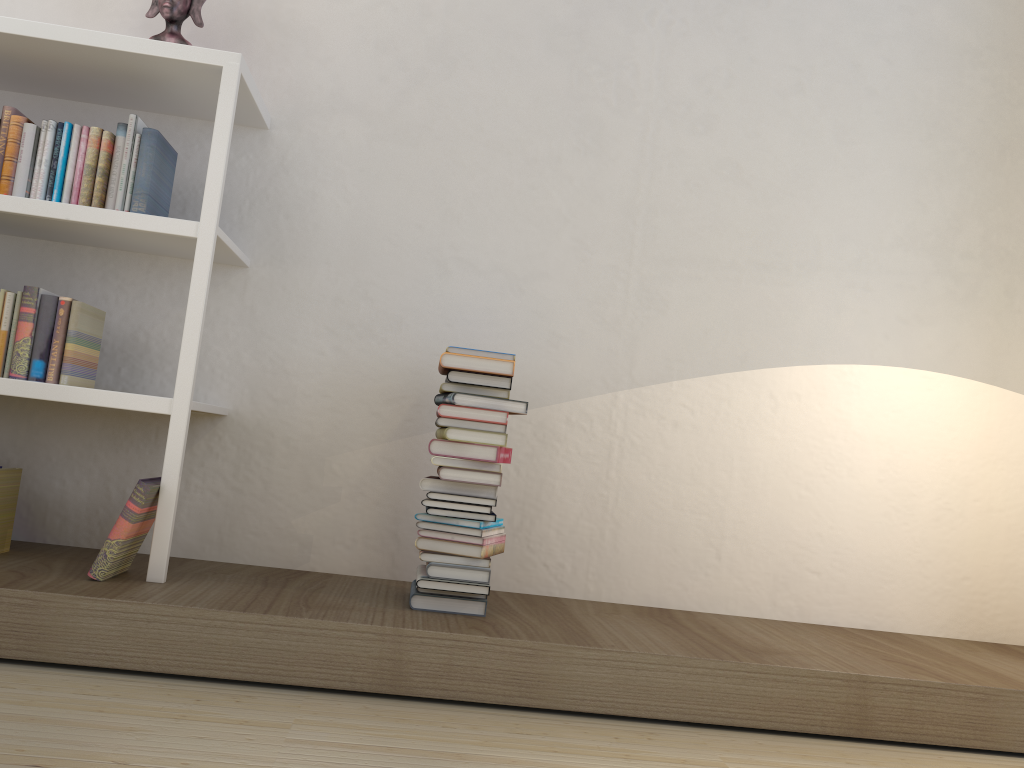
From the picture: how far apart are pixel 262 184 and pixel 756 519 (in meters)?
1.91

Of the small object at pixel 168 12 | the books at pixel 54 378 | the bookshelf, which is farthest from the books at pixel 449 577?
the small object at pixel 168 12

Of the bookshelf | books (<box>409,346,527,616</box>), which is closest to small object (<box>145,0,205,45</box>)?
the bookshelf

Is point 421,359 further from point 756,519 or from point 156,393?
point 756,519

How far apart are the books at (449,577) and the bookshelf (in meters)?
0.62

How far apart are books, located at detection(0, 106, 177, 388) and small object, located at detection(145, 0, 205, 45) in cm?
29

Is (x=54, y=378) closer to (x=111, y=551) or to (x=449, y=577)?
(x=111, y=551)

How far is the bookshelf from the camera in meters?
2.3 m

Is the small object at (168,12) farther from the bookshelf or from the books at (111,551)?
the books at (111,551)

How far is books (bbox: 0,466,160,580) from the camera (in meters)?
2.17
